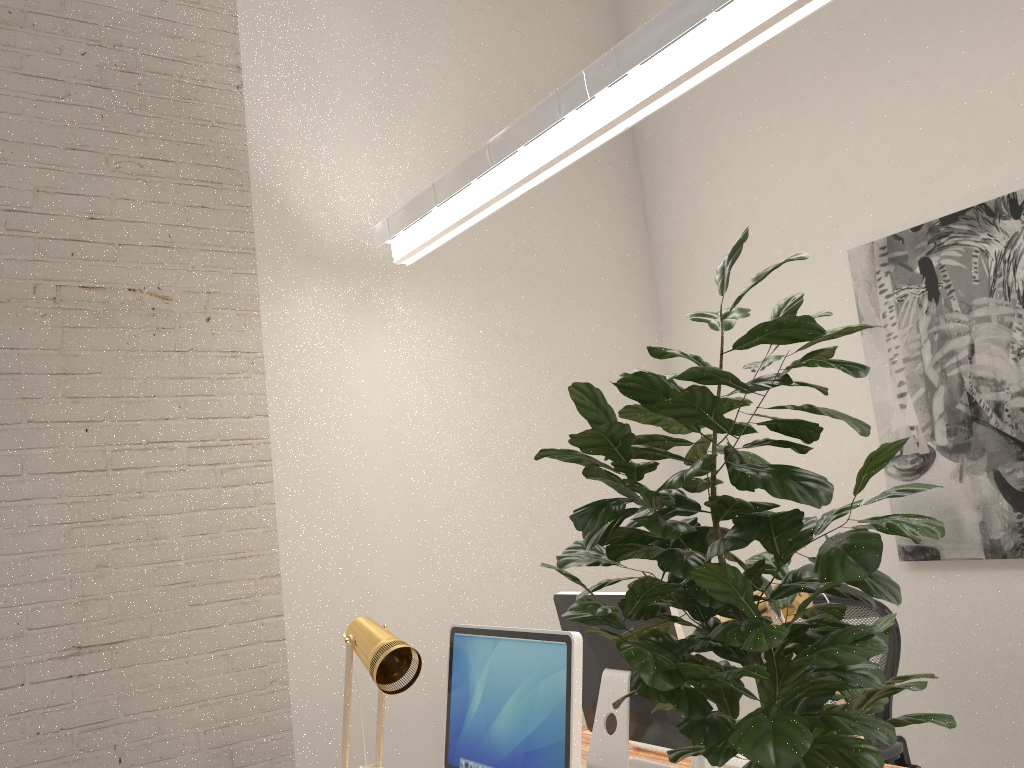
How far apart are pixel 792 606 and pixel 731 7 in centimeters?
132cm

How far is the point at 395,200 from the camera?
3.6m

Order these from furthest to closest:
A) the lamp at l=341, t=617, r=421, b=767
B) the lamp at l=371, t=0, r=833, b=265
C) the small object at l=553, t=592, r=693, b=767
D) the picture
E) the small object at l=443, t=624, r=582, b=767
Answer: the picture, the small object at l=553, t=592, r=693, b=767, the lamp at l=341, t=617, r=421, b=767, the lamp at l=371, t=0, r=833, b=265, the small object at l=443, t=624, r=582, b=767

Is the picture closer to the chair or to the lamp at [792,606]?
the chair

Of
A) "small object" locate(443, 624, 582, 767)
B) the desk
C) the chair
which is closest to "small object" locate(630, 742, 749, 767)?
the desk

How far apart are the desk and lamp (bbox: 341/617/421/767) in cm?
62

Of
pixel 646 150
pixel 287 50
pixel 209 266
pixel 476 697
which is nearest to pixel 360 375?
pixel 209 266

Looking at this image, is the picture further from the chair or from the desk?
the desk

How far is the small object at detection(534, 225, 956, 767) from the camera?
0.9 meters

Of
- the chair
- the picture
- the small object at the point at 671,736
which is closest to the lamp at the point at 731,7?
the small object at the point at 671,736
